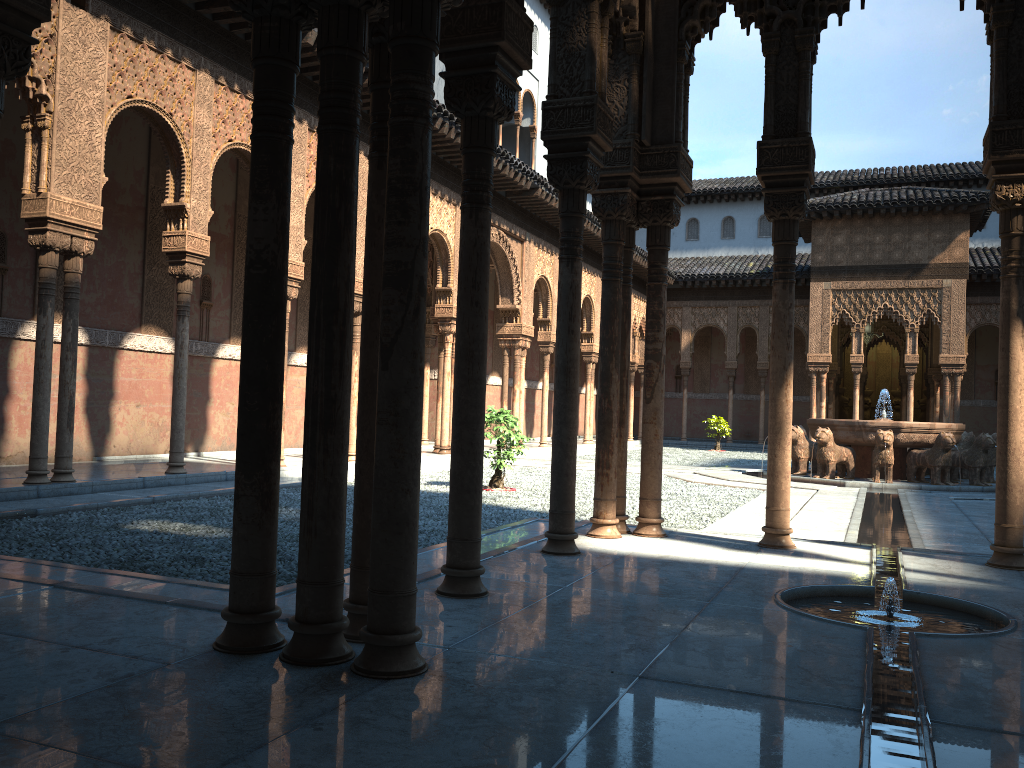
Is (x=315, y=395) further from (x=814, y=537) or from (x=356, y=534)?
(x=814, y=537)

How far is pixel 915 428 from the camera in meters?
16.5

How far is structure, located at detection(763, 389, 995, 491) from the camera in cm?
1646

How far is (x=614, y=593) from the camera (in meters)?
5.02

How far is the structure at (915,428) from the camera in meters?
16.5
